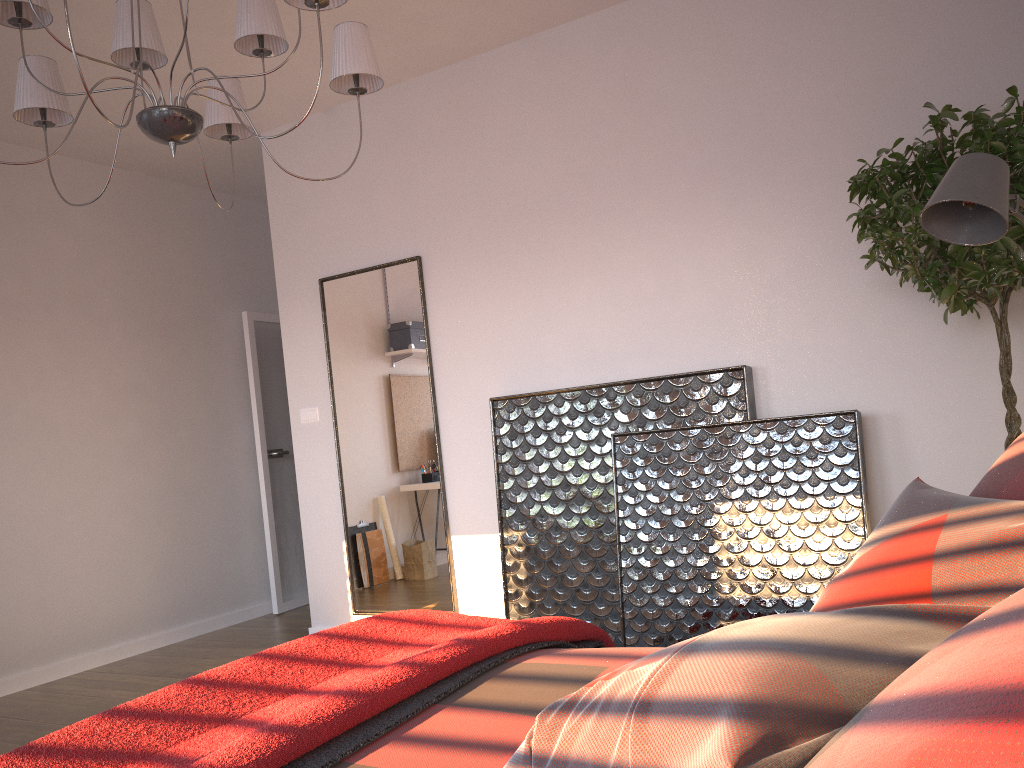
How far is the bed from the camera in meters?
1.5

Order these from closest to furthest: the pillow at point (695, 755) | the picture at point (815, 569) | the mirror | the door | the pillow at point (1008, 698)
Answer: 1. the pillow at point (1008, 698)
2. the pillow at point (695, 755)
3. the picture at point (815, 569)
4. the mirror
5. the door

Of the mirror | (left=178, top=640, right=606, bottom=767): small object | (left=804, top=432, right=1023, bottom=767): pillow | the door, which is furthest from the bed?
the door

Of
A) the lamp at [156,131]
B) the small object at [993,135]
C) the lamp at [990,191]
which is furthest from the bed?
the small object at [993,135]

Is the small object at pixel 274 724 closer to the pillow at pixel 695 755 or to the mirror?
the pillow at pixel 695 755

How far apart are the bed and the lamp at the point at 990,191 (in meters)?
1.24

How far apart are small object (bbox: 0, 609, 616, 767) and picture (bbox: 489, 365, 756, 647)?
1.6 meters

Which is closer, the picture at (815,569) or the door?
the picture at (815,569)

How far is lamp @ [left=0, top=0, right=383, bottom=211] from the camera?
2.3 meters

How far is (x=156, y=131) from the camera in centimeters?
235cm
